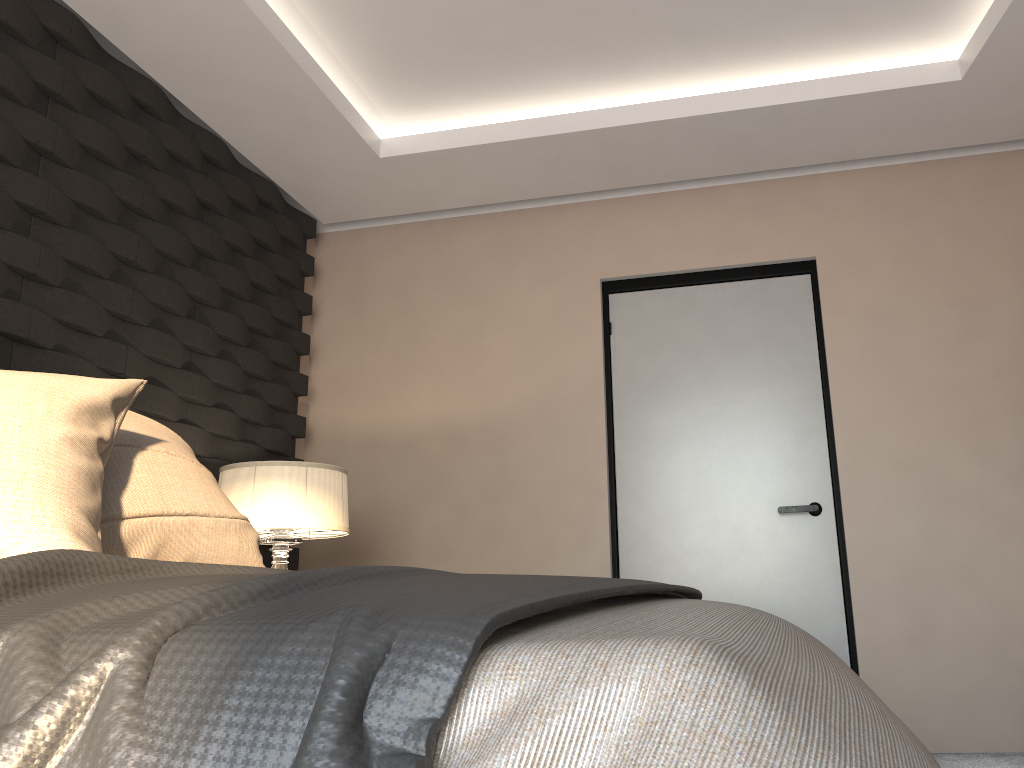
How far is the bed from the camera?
0.5 meters

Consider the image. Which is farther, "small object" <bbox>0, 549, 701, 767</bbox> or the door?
the door

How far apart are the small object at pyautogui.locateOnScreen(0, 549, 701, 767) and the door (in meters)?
2.15

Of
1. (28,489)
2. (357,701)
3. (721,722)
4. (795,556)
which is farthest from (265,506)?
(721,722)

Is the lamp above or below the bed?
above

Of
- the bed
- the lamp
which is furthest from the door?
the bed

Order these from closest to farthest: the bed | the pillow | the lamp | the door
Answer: the bed → the pillow → the lamp → the door

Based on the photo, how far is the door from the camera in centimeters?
364cm

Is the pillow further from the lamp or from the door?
the door

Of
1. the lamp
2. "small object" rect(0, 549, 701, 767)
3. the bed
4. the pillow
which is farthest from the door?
the bed
